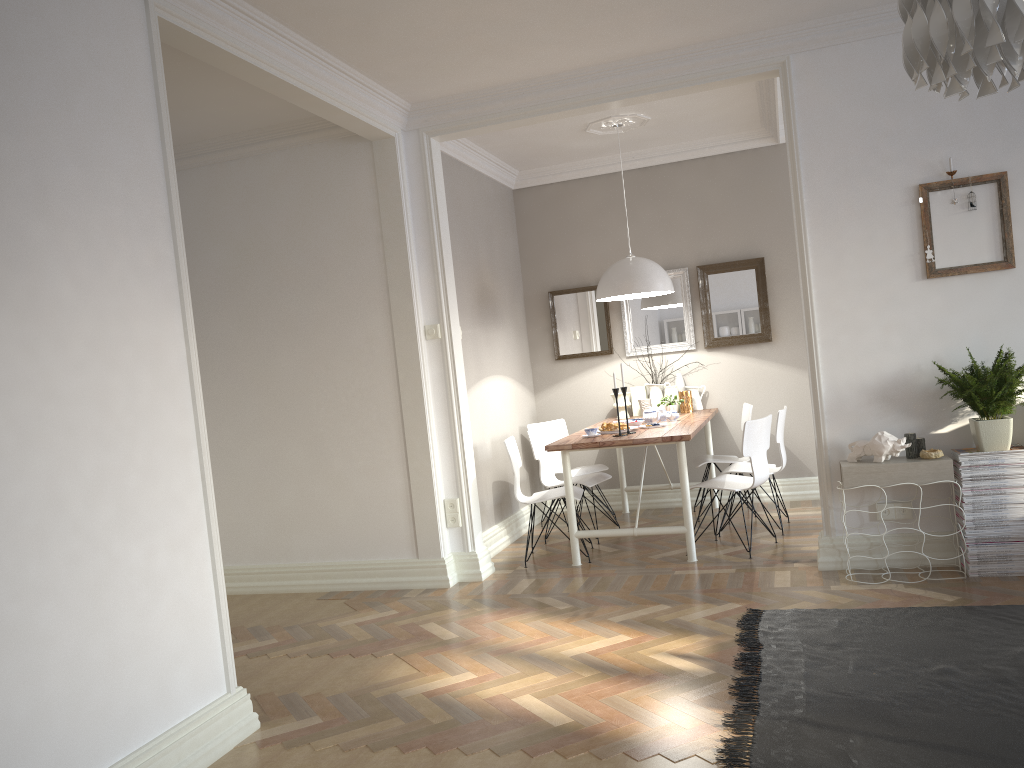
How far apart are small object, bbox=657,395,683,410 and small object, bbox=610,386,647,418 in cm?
39

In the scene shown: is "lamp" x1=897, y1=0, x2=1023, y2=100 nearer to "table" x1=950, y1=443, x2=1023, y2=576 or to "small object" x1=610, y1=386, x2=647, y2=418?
"table" x1=950, y1=443, x2=1023, y2=576

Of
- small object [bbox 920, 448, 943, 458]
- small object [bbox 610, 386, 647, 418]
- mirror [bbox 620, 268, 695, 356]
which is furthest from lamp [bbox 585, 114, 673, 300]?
small object [bbox 920, 448, 943, 458]

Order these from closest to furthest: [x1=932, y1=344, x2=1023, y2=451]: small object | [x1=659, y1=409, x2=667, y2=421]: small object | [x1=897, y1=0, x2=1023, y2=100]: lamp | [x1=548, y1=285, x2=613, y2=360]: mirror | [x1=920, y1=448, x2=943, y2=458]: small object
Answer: [x1=897, y1=0, x2=1023, y2=100]: lamp < [x1=932, y1=344, x2=1023, y2=451]: small object < [x1=920, y1=448, x2=943, y2=458]: small object < [x1=659, y1=409, x2=667, y2=421]: small object < [x1=548, y1=285, x2=613, y2=360]: mirror

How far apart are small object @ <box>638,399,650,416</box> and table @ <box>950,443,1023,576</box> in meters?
2.7 m

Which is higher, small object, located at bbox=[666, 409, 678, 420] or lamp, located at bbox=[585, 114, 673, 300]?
lamp, located at bbox=[585, 114, 673, 300]

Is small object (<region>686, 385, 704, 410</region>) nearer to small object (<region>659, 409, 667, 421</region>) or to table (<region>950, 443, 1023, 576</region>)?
small object (<region>659, 409, 667, 421</region>)

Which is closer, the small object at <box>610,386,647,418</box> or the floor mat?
the floor mat

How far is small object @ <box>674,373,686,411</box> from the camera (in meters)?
6.83

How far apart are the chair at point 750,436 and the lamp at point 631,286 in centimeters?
114cm
